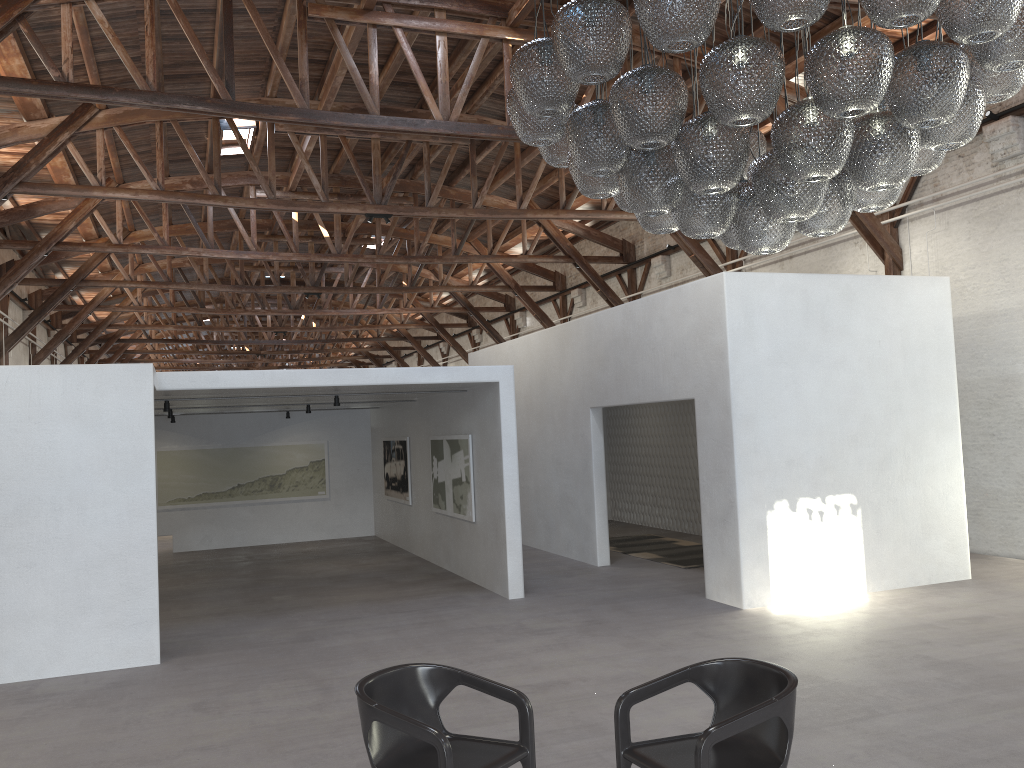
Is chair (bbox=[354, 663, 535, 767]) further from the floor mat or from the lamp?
the floor mat

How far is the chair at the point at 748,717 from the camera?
3.35m

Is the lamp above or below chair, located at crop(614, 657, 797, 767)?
above

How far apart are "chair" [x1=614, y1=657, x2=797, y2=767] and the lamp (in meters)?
2.03

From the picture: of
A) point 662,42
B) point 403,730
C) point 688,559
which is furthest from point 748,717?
point 688,559

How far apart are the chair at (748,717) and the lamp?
2.0m

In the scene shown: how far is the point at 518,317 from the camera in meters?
25.2

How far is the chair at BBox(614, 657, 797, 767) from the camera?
3.35m

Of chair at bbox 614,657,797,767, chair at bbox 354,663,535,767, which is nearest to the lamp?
chair at bbox 614,657,797,767

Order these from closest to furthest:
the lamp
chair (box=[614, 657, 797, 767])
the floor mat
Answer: chair (box=[614, 657, 797, 767]) < the lamp < the floor mat
